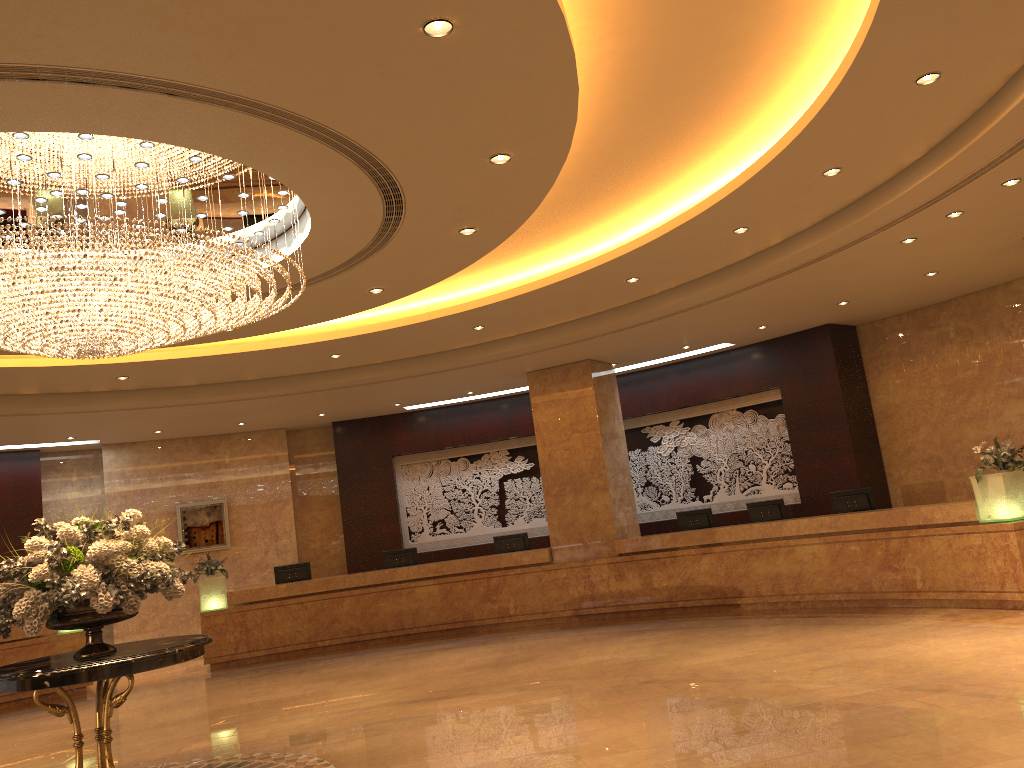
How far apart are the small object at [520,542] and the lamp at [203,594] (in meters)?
4.41

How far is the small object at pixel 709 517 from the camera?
13.2 meters

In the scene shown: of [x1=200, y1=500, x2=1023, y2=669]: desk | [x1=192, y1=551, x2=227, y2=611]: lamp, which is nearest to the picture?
[x1=192, y1=551, x2=227, y2=611]: lamp

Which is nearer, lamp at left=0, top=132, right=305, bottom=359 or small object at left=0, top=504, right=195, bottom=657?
small object at left=0, top=504, right=195, bottom=657

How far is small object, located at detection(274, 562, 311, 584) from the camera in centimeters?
1477cm

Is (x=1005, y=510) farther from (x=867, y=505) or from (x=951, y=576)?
(x=867, y=505)

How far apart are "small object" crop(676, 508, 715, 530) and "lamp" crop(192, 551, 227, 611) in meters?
7.2

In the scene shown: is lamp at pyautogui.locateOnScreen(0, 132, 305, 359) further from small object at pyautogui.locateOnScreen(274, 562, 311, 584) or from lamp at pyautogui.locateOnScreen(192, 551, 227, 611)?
small object at pyautogui.locateOnScreen(274, 562, 311, 584)

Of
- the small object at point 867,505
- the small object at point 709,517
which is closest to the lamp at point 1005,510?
the small object at point 867,505

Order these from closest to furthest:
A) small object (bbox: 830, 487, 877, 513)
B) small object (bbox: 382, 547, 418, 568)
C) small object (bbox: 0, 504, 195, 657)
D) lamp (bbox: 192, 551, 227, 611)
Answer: small object (bbox: 0, 504, 195, 657)
small object (bbox: 830, 487, 877, 513)
lamp (bbox: 192, 551, 227, 611)
small object (bbox: 382, 547, 418, 568)
